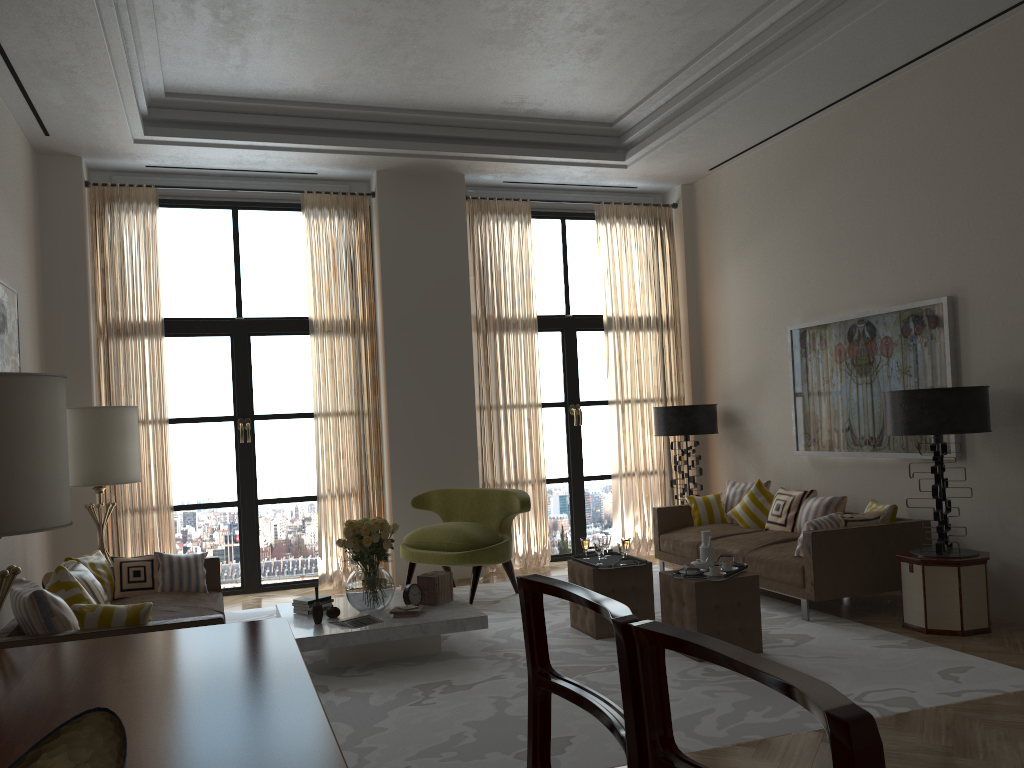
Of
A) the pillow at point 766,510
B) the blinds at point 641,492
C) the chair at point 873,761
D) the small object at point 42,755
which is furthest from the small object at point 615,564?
the chair at point 873,761

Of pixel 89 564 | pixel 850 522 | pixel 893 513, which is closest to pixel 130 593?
Answer: pixel 89 564

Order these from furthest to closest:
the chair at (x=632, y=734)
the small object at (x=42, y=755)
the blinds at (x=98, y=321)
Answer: the blinds at (x=98, y=321), the small object at (x=42, y=755), the chair at (x=632, y=734)

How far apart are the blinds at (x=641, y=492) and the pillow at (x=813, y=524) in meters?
3.8 m

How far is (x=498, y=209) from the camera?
11.6m

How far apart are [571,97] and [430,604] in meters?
5.8

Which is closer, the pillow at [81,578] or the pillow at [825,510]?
the pillow at [81,578]

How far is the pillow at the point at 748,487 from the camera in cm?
1049

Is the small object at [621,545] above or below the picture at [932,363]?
below

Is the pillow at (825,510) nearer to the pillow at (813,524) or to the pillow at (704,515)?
the pillow at (813,524)
